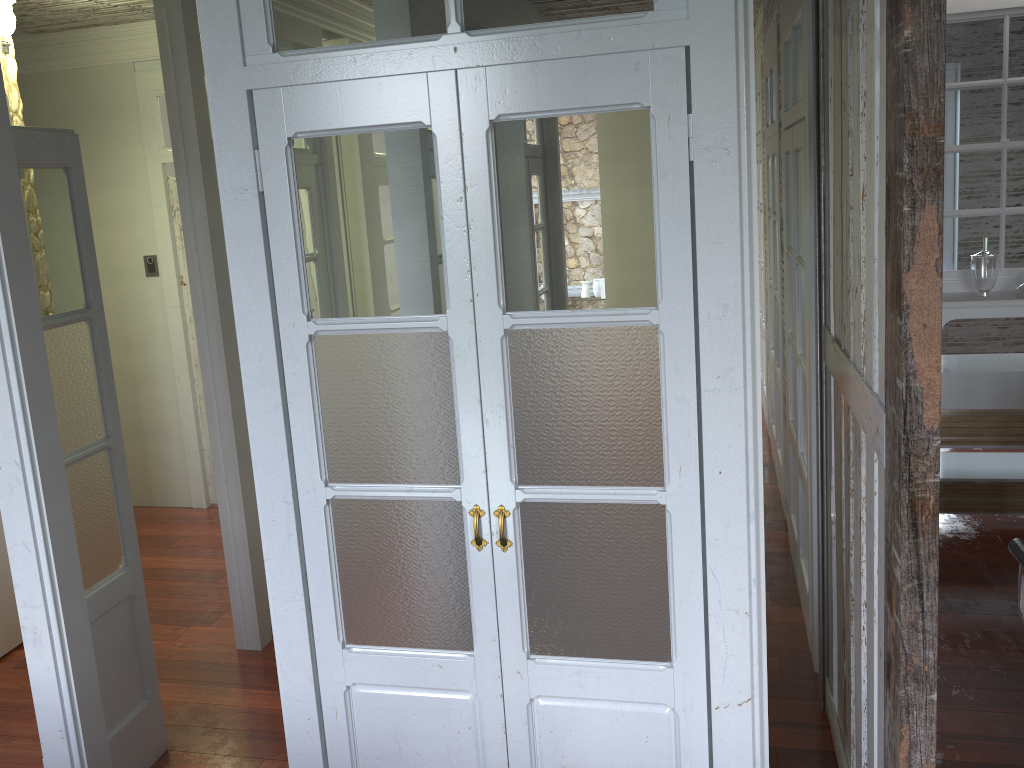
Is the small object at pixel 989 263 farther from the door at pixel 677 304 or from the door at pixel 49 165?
the door at pixel 49 165

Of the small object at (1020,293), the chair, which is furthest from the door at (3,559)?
the small object at (1020,293)

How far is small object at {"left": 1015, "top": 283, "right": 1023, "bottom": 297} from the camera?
4.26m

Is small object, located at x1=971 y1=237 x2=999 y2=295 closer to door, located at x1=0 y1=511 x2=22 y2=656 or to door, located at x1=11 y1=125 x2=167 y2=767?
door, located at x1=11 y1=125 x2=167 y2=767

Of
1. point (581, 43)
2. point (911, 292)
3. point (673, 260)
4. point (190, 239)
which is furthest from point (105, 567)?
point (911, 292)

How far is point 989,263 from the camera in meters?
4.3 m

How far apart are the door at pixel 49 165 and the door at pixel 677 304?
0.9 meters

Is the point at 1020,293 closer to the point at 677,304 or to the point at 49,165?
the point at 677,304

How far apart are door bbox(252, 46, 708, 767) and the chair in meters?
0.7 m

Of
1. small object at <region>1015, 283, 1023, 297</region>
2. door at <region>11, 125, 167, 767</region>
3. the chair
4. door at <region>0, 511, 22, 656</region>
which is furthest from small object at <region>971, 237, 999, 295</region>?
door at <region>0, 511, 22, 656</region>
